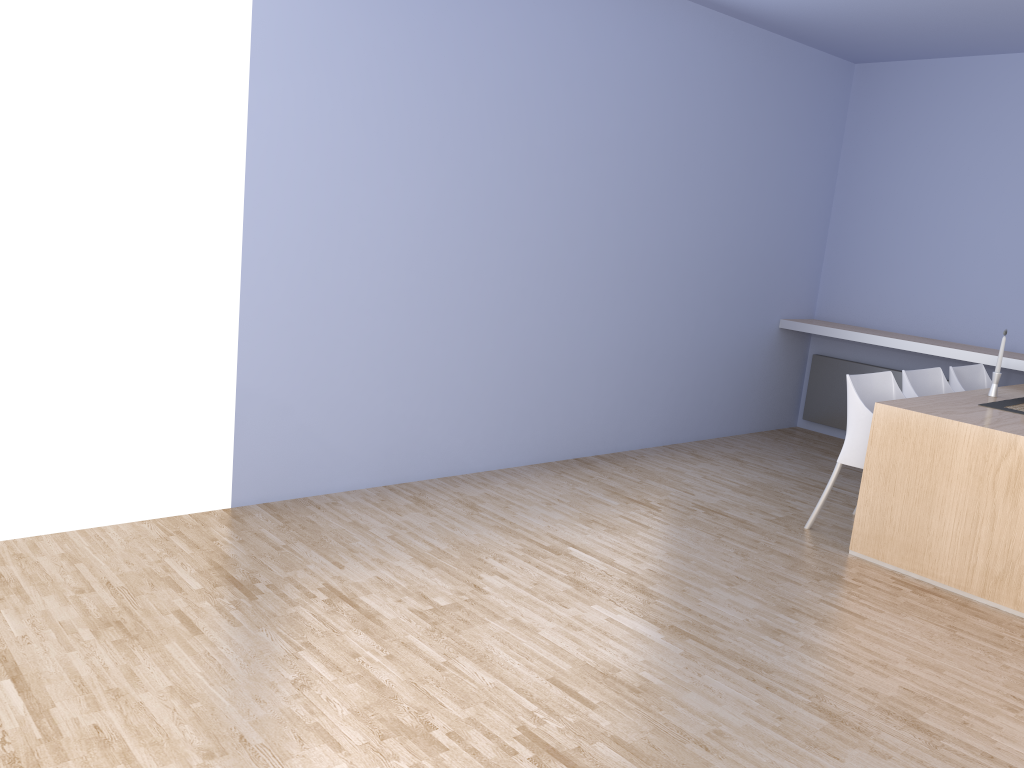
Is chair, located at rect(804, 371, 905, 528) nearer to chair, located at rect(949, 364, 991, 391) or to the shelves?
chair, located at rect(949, 364, 991, 391)

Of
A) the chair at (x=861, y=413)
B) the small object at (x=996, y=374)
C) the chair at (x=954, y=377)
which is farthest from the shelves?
the chair at (x=861, y=413)

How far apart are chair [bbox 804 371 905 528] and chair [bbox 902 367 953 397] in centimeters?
14cm

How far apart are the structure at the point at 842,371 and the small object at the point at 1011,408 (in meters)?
1.78

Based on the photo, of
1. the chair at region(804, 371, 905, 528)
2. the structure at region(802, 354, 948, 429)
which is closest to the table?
the chair at region(804, 371, 905, 528)

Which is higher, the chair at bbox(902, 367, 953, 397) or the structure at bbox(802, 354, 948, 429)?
the chair at bbox(902, 367, 953, 397)

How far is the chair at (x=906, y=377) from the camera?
4.6 meters

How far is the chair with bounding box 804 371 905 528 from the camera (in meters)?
4.19

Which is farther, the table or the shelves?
the shelves

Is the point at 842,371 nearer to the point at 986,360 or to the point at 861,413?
the point at 986,360
